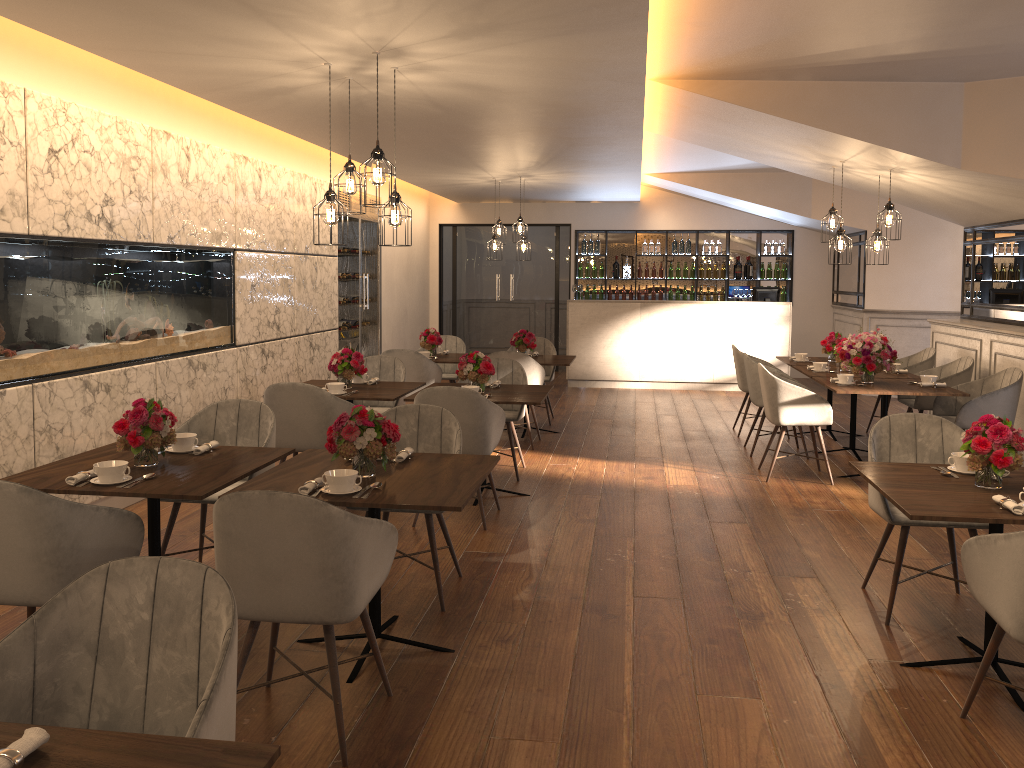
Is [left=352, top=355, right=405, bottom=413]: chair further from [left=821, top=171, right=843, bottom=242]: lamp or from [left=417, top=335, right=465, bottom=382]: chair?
[left=821, top=171, right=843, bottom=242]: lamp

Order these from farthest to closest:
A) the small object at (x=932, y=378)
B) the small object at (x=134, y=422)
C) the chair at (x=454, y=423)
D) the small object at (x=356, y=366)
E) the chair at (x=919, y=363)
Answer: the chair at (x=919, y=363) → the small object at (x=932, y=378) → the small object at (x=356, y=366) → the chair at (x=454, y=423) → the small object at (x=134, y=422)

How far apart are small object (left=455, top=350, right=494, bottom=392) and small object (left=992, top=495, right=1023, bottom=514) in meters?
3.4 m

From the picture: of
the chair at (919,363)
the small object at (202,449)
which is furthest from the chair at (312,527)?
the chair at (919,363)

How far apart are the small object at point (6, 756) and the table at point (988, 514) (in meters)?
2.65

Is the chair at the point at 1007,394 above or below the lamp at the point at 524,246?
below

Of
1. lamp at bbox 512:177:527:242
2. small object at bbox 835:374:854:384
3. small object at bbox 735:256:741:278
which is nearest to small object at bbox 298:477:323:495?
small object at bbox 835:374:854:384

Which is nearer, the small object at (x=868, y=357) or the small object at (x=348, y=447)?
the small object at (x=348, y=447)

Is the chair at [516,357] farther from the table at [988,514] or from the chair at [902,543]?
the table at [988,514]

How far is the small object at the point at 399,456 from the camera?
3.8 meters
